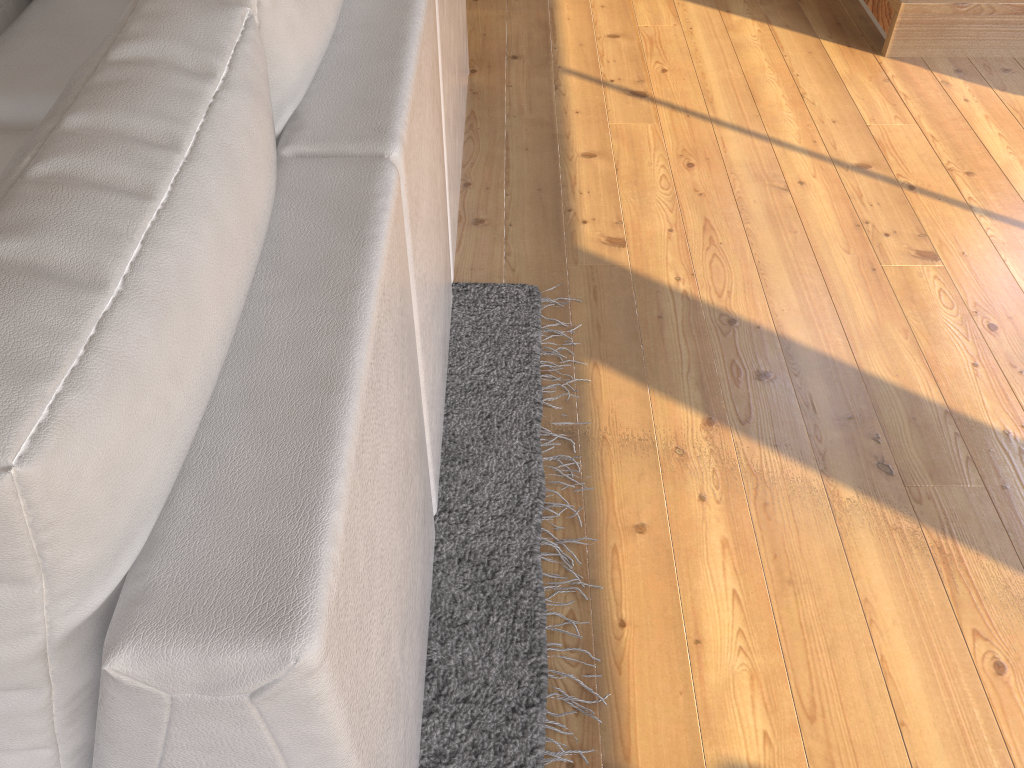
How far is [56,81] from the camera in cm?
181

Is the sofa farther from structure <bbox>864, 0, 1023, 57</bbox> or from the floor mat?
structure <bbox>864, 0, 1023, 57</bbox>

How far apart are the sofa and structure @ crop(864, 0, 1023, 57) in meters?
1.4

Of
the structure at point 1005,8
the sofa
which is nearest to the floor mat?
the sofa

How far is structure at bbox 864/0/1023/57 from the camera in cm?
279

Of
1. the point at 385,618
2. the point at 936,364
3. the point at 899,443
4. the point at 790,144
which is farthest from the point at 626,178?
the point at 385,618

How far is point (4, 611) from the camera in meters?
0.6

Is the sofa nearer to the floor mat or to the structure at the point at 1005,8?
the floor mat

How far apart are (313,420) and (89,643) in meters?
0.2

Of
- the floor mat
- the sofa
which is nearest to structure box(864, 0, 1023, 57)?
the sofa
